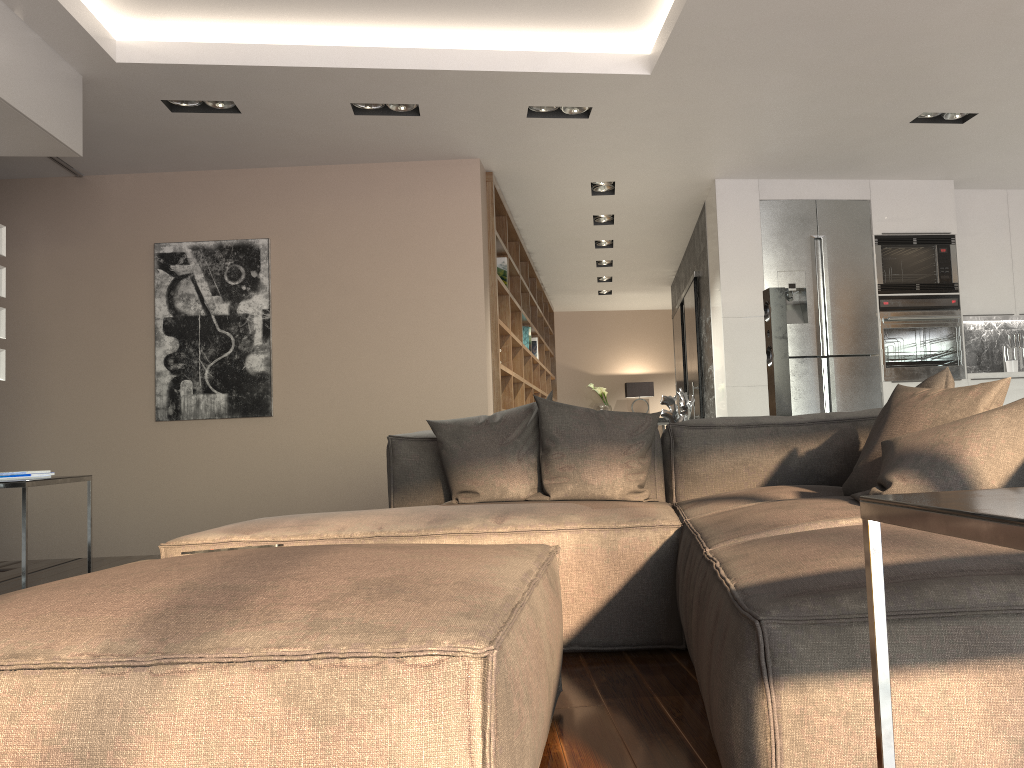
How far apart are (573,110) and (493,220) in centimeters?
125cm

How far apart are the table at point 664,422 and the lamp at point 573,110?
8.0m

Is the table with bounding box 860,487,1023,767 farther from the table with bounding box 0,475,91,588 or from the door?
the door

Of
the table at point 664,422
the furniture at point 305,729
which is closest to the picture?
the furniture at point 305,729

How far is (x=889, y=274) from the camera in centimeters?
644cm

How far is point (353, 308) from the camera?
5.88m

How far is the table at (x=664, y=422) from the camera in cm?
1251

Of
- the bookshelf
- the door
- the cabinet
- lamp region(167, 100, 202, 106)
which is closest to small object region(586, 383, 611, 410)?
the bookshelf

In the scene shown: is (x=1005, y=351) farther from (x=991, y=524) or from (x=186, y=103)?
(x=991, y=524)

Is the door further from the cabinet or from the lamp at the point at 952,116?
the lamp at the point at 952,116
